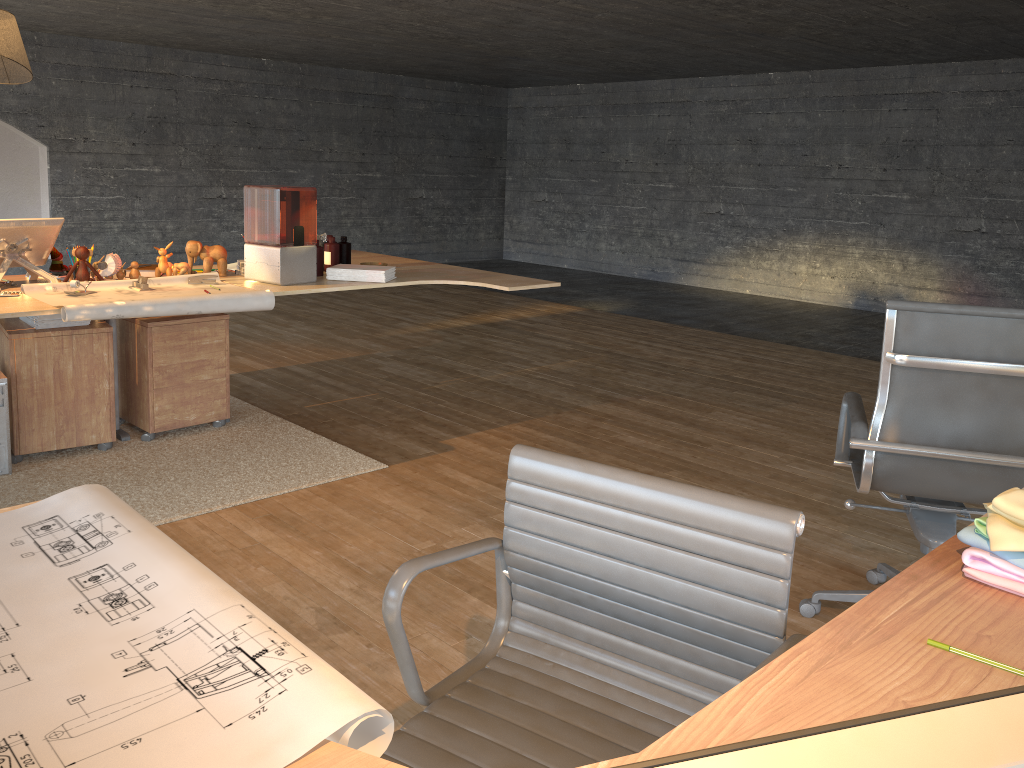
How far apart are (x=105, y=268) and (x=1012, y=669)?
3.86m

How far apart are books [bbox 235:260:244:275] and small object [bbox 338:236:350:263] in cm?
54

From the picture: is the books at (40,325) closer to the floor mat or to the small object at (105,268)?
the small object at (105,268)

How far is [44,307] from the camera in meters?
3.3 m

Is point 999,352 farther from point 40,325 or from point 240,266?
point 40,325

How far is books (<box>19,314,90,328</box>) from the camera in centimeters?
377cm

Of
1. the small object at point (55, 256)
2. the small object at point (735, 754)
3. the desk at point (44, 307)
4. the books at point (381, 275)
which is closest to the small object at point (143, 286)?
the desk at point (44, 307)

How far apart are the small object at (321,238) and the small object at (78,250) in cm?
117

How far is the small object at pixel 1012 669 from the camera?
1.1 meters

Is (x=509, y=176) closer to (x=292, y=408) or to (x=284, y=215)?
(x=284, y=215)
